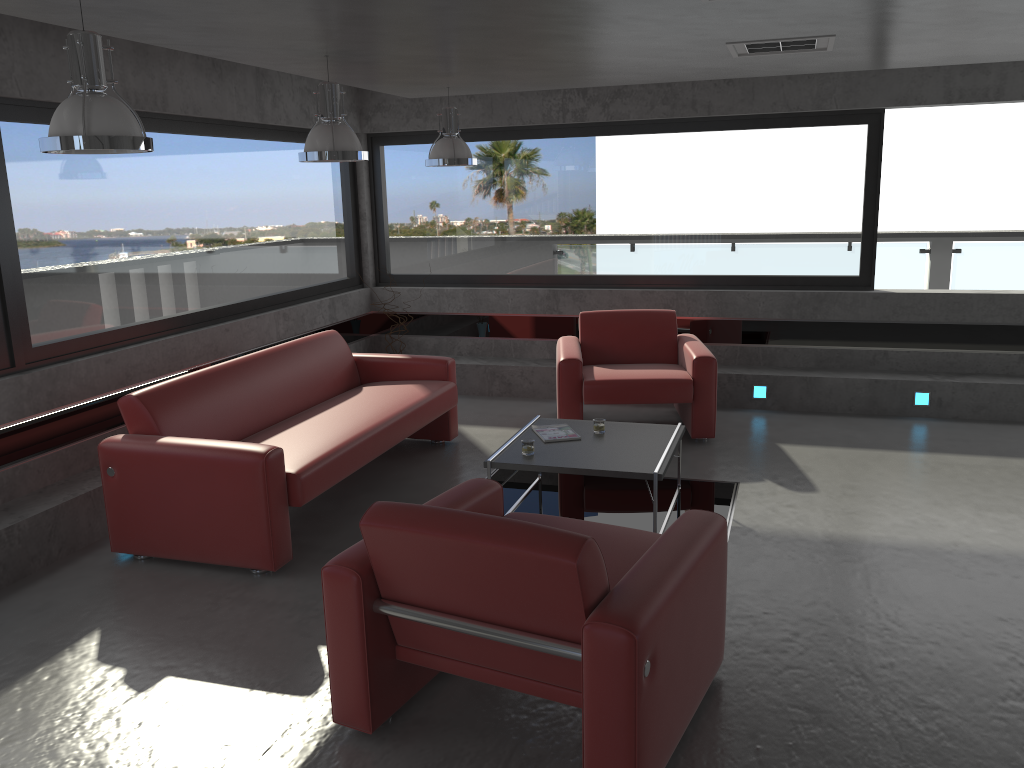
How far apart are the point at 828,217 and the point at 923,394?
1.70m

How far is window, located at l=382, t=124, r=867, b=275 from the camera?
7.63m

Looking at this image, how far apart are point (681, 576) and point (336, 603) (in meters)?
1.18

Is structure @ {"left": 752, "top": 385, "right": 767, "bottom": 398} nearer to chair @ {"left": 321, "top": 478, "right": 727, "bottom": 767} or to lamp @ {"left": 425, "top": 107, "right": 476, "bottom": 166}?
lamp @ {"left": 425, "top": 107, "right": 476, "bottom": 166}

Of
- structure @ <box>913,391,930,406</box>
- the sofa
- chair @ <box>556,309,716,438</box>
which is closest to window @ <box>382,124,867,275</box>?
chair @ <box>556,309,716,438</box>

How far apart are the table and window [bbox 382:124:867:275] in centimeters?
291cm

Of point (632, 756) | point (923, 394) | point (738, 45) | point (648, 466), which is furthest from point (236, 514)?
point (923, 394)

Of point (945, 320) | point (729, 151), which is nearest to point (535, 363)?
point (729, 151)

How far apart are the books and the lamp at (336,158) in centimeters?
191cm

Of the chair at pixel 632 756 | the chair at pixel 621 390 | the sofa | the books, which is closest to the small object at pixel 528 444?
the books
